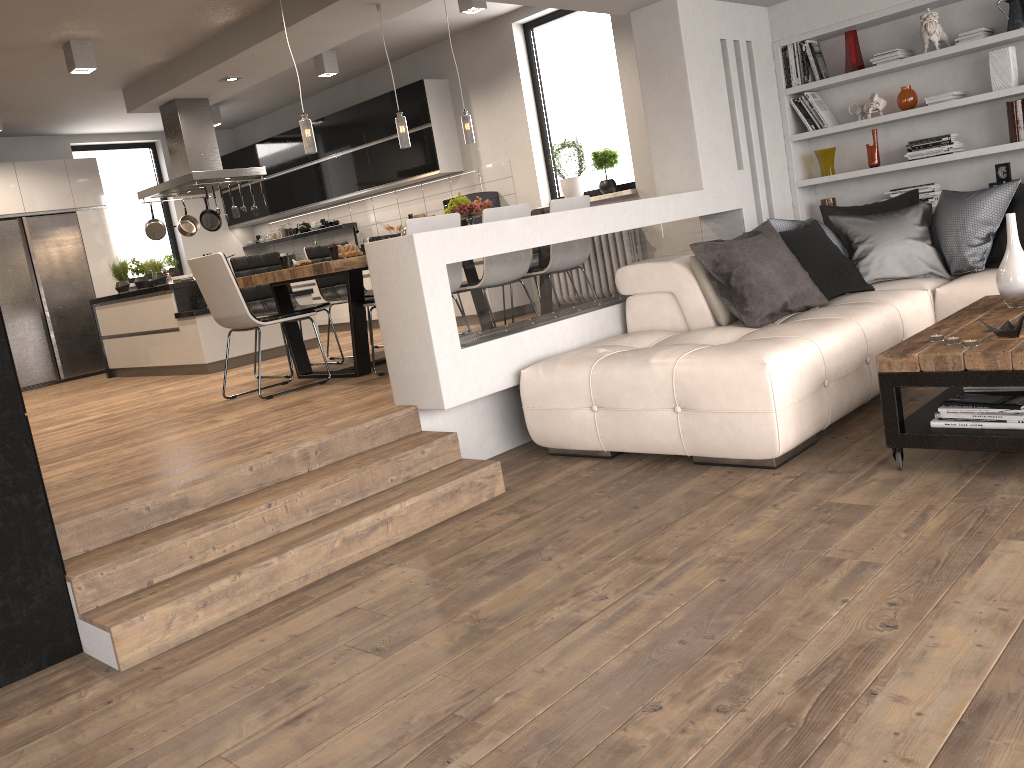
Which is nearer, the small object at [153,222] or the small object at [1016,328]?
the small object at [1016,328]

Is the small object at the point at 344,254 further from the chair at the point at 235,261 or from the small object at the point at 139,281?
the small object at the point at 139,281

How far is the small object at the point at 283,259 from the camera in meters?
6.0

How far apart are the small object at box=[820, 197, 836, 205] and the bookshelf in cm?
18

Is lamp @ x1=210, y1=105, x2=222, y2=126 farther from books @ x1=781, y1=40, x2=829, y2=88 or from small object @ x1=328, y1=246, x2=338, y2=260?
books @ x1=781, y1=40, x2=829, y2=88

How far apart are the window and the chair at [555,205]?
1.6m

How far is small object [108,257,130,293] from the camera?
8.63m

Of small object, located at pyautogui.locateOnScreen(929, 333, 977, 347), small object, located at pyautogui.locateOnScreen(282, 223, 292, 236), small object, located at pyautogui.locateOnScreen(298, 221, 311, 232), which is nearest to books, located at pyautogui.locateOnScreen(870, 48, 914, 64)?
small object, located at pyautogui.locateOnScreen(929, 333, 977, 347)

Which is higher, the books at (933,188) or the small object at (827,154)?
the small object at (827,154)

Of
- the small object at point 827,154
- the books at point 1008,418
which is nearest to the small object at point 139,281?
the small object at point 827,154
